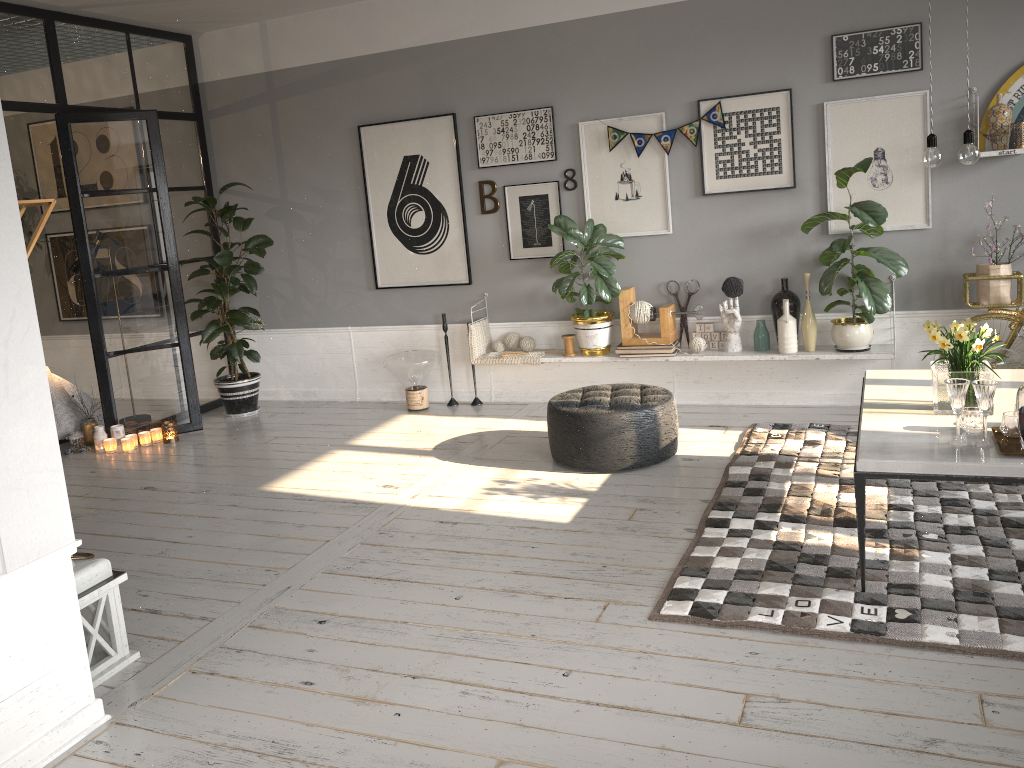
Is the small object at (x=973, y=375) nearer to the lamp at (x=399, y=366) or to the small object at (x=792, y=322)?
the small object at (x=792, y=322)

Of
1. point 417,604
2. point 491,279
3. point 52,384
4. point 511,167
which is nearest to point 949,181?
point 511,167

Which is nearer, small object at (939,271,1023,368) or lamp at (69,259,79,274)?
small object at (939,271,1023,368)

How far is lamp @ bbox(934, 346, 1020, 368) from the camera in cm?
473

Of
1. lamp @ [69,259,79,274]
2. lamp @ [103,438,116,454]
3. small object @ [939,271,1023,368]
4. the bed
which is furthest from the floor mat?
lamp @ [69,259,79,274]

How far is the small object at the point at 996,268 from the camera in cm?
493

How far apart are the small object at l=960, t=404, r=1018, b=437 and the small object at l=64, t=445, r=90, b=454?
5.5m

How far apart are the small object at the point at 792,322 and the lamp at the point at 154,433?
4.2m

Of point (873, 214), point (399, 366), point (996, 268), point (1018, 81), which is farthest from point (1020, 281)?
point (399, 366)

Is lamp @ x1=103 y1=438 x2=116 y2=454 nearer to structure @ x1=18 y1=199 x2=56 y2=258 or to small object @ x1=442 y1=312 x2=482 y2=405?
small object @ x1=442 y1=312 x2=482 y2=405
